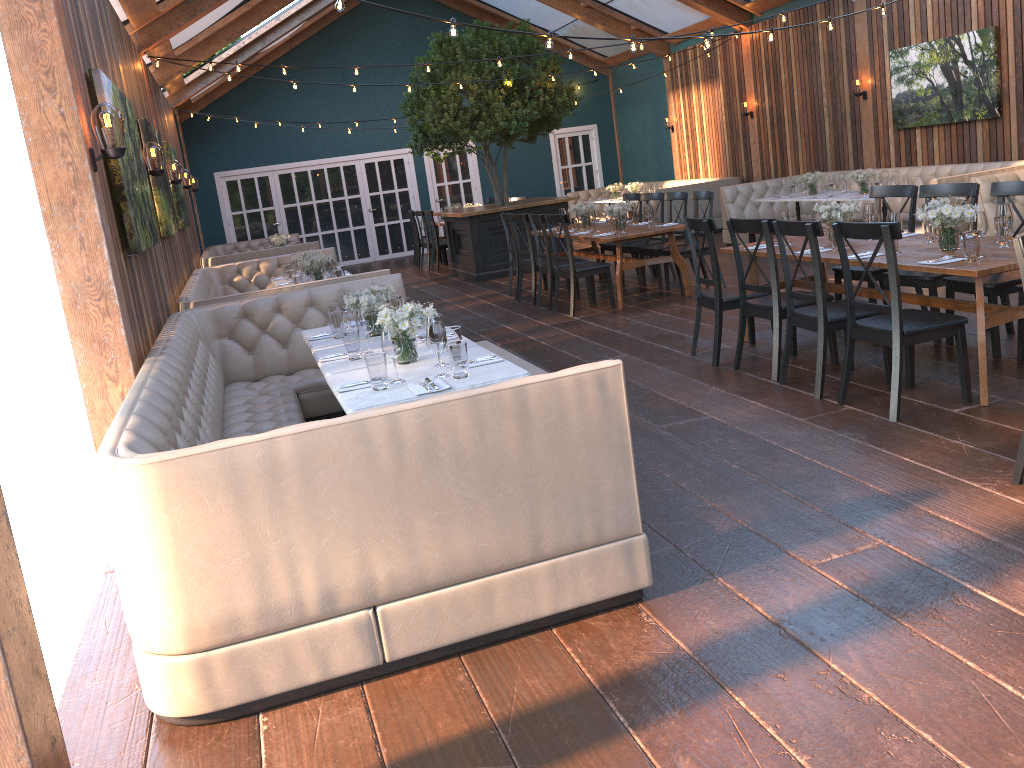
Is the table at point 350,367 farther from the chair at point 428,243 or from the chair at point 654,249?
the chair at point 428,243

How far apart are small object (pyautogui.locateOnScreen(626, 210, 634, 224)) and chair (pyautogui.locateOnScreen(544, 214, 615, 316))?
1.1m

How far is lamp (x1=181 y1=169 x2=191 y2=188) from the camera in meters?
11.9

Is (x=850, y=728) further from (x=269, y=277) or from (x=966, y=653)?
(x=269, y=277)

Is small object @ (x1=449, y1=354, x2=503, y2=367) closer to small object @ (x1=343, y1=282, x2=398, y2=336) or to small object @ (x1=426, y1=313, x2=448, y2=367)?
small object @ (x1=426, y1=313, x2=448, y2=367)

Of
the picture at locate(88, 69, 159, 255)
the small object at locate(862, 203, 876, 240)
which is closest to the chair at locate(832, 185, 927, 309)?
the small object at locate(862, 203, 876, 240)

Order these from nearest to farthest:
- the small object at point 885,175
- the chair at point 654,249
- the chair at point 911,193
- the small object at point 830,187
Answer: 1. the chair at point 911,193
2. the chair at point 654,249
3. the small object at point 885,175
4. the small object at point 830,187

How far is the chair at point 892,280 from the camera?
4.44m

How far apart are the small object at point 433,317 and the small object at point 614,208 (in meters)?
5.49

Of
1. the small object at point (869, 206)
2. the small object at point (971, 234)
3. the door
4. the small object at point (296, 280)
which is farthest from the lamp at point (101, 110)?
the door
